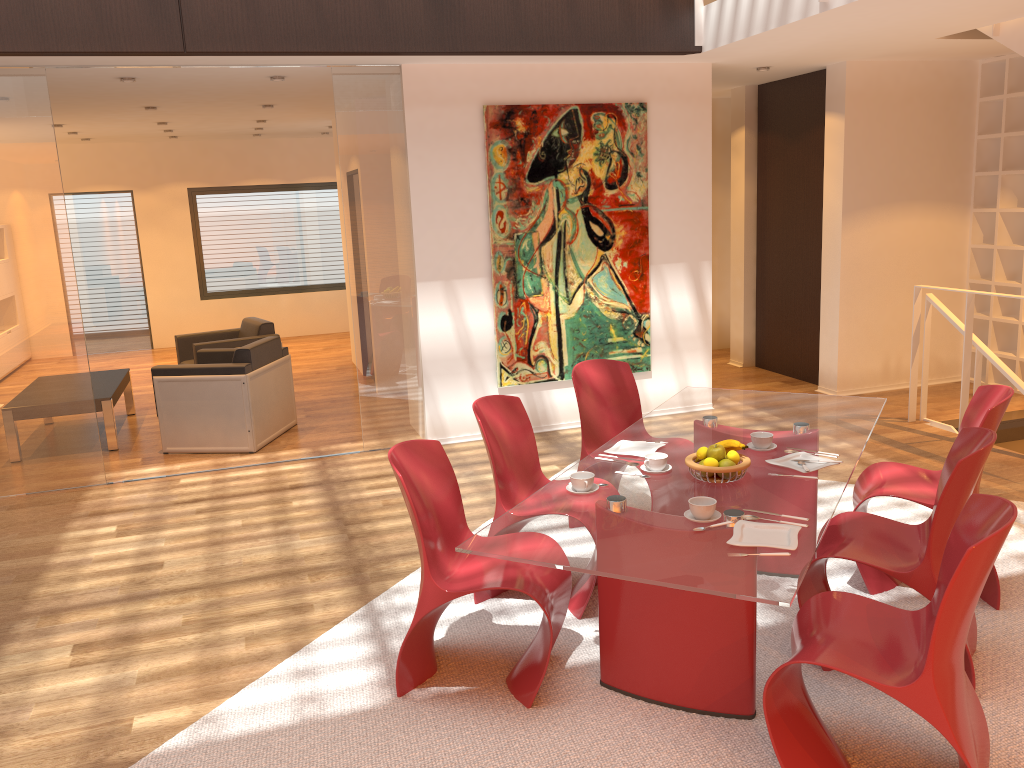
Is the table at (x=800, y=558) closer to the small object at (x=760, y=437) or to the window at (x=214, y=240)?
the small object at (x=760, y=437)

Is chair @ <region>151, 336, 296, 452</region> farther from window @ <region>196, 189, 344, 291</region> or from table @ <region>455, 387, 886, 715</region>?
window @ <region>196, 189, 344, 291</region>

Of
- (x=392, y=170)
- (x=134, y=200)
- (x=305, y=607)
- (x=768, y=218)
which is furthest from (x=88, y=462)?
(x=134, y=200)

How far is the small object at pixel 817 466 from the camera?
3.3 meters

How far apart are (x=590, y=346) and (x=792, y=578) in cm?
450

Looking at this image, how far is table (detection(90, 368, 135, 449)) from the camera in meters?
6.8

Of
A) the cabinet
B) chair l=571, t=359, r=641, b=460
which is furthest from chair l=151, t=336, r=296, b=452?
the cabinet

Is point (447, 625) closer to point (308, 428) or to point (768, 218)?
point (308, 428)

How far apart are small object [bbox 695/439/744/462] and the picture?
3.47m

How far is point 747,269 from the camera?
8.7 meters
